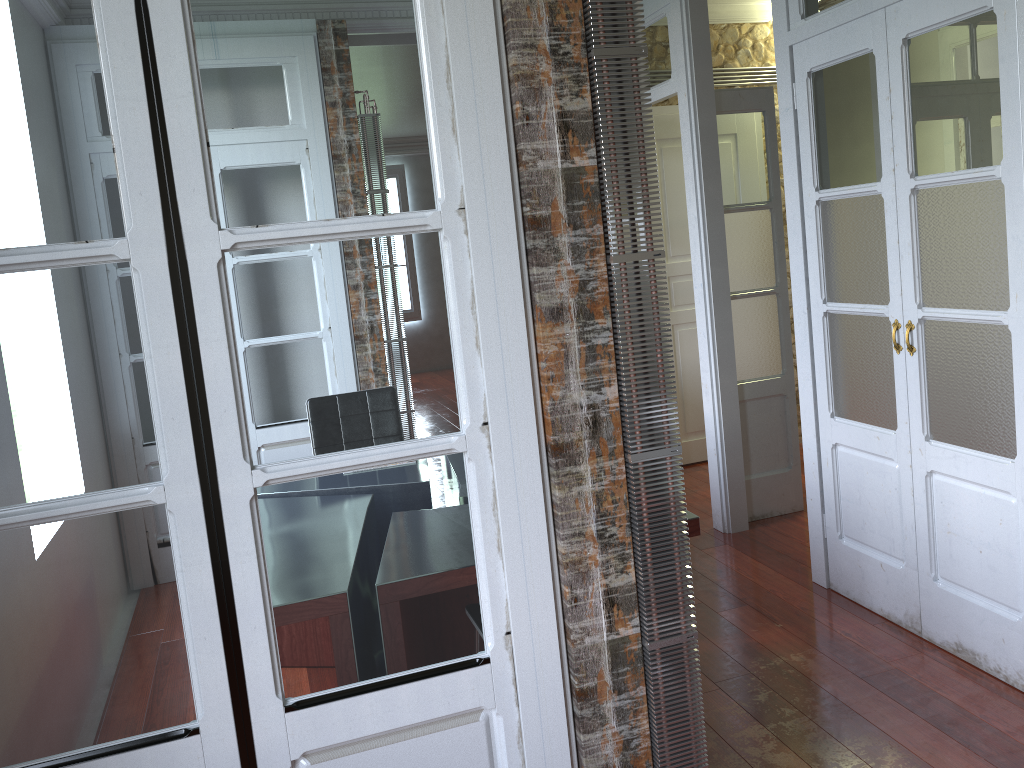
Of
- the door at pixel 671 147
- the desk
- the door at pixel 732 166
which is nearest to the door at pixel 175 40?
the desk

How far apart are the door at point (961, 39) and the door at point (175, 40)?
1.7m

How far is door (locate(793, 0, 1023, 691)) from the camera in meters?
2.6

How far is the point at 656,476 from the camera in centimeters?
181cm

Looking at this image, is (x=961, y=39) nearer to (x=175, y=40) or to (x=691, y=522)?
(x=691, y=522)

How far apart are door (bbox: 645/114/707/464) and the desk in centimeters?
301cm

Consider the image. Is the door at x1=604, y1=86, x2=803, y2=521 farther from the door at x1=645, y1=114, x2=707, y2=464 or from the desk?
the desk

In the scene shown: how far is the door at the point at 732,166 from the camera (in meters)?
4.34

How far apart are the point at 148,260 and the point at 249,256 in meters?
0.2

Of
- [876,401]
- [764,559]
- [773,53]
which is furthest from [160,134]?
[773,53]
